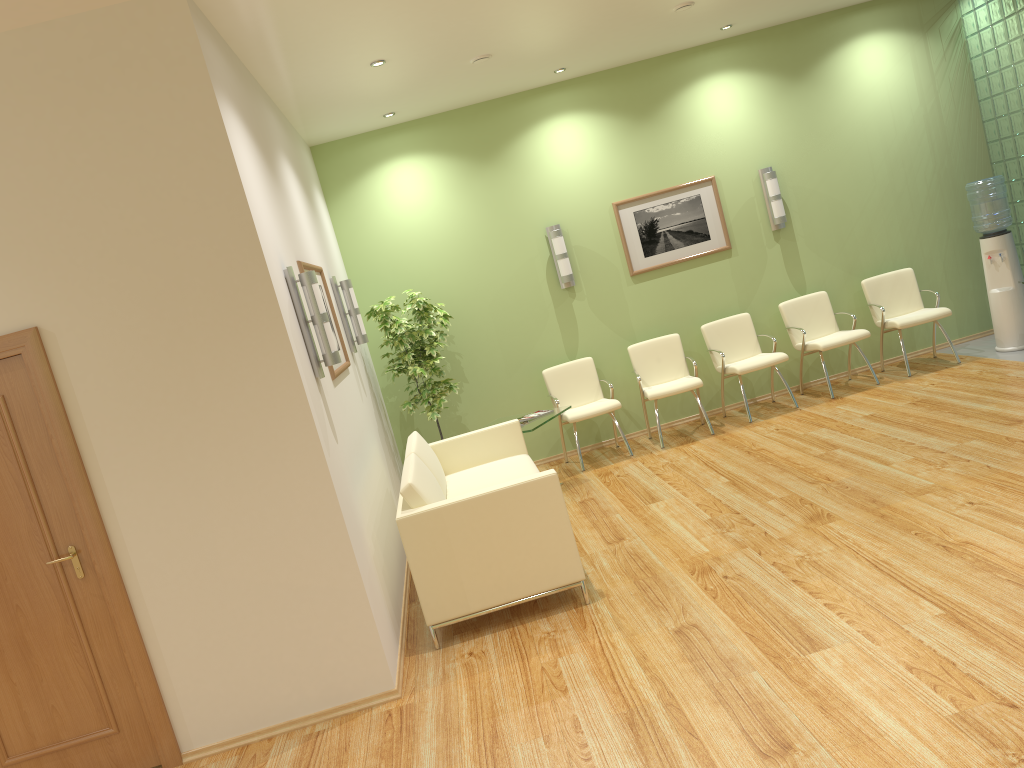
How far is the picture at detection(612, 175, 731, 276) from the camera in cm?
822

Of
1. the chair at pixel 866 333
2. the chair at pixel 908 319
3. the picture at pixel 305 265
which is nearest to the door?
the picture at pixel 305 265

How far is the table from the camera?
6.9m

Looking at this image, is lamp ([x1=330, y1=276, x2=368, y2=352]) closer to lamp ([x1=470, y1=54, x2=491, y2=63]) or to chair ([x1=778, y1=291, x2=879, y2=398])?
lamp ([x1=470, y1=54, x2=491, y2=63])

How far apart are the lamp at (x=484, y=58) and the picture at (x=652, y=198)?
2.21m

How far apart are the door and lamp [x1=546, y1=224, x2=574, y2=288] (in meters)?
4.99

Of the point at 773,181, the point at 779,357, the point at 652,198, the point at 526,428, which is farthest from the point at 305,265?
the point at 773,181

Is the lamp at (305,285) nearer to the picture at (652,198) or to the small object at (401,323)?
the small object at (401,323)

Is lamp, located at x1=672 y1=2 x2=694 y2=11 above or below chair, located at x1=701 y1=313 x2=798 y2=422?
above

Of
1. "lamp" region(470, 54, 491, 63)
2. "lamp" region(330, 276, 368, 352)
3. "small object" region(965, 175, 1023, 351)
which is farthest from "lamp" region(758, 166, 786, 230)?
"lamp" region(330, 276, 368, 352)
